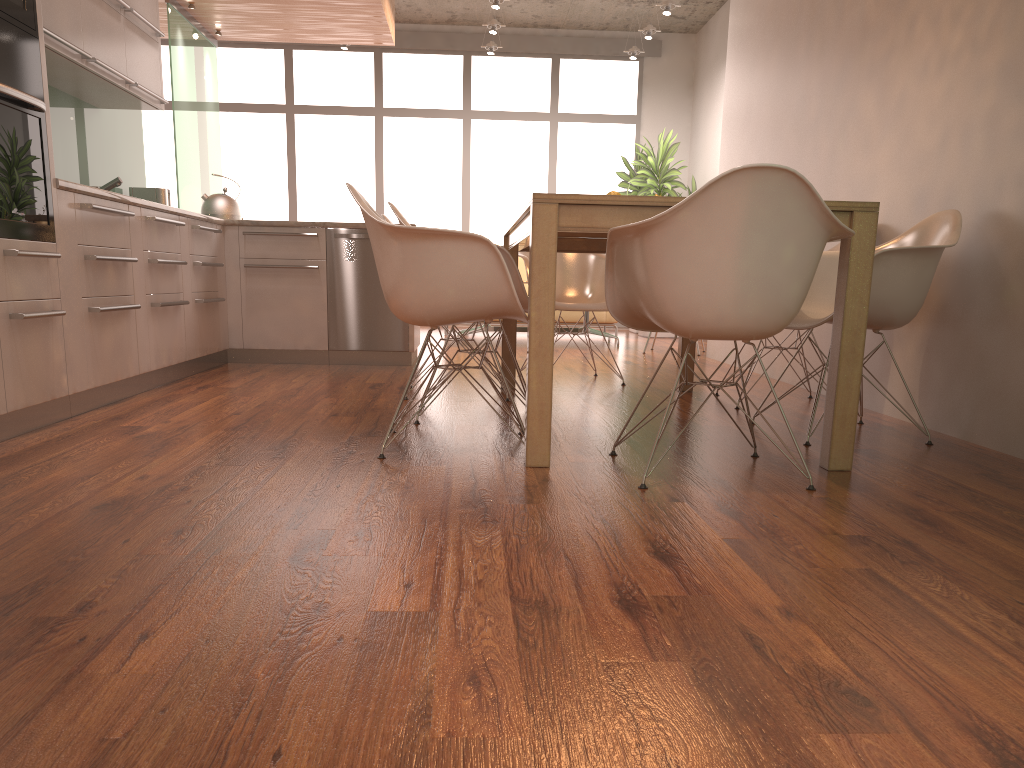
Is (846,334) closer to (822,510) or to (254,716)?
(822,510)

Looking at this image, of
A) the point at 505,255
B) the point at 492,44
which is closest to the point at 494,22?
the point at 492,44

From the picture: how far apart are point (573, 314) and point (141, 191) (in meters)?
4.53

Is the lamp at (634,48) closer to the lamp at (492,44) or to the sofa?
the lamp at (492,44)

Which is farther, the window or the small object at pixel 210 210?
the window

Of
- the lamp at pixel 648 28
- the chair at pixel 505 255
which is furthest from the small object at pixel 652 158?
the chair at pixel 505 255

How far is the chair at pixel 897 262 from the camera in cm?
313

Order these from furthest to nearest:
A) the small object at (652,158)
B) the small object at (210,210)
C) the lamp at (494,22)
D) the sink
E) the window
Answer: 1. the window
2. the small object at (652,158)
3. the lamp at (494,22)
4. the small object at (210,210)
5. the sink

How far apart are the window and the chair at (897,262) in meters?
7.4

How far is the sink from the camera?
5.17m
